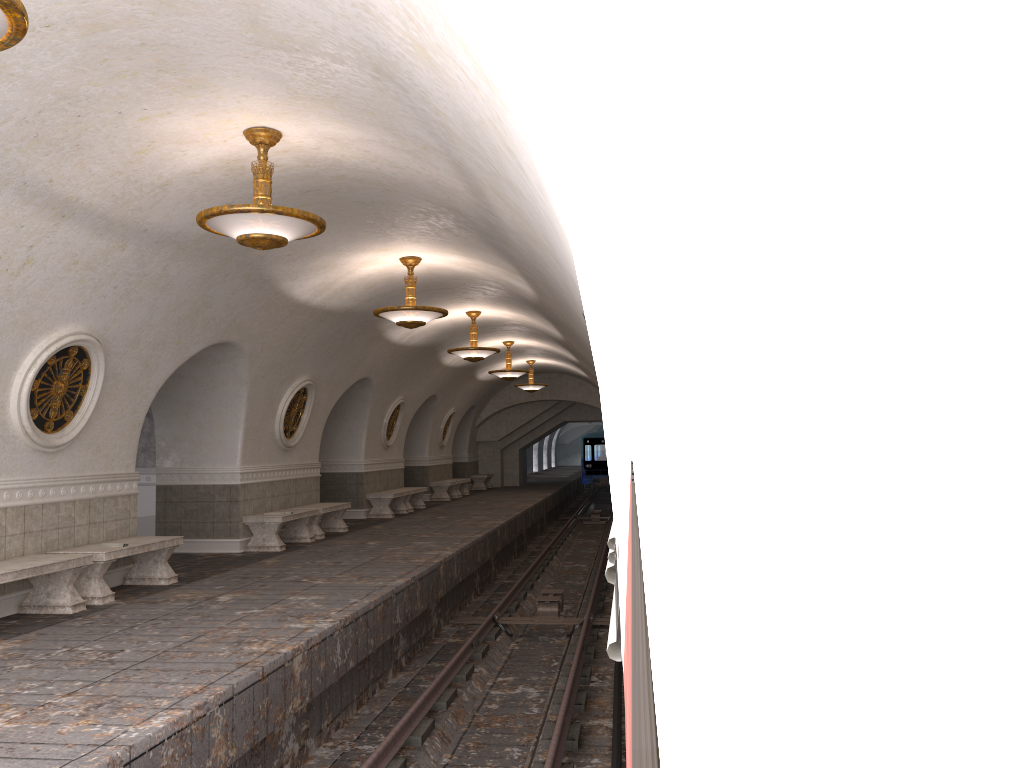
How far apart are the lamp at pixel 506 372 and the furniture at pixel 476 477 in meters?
10.1 m

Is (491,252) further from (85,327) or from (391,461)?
(391,461)

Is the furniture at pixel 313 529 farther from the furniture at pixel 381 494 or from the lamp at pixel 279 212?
the lamp at pixel 279 212

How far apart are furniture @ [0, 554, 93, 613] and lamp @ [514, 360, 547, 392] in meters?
18.2

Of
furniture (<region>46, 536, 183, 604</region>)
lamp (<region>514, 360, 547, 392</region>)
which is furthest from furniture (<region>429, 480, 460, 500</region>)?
furniture (<region>46, 536, 183, 604</region>)

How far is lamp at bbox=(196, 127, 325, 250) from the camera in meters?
6.7 m

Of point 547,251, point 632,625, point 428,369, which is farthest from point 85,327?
point 428,369

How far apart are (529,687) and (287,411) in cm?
728

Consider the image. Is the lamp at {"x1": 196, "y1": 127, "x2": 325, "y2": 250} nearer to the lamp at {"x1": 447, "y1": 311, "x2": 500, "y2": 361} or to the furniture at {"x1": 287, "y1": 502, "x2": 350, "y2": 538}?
the furniture at {"x1": 287, "y1": 502, "x2": 350, "y2": 538}

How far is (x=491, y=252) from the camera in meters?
10.3 m
